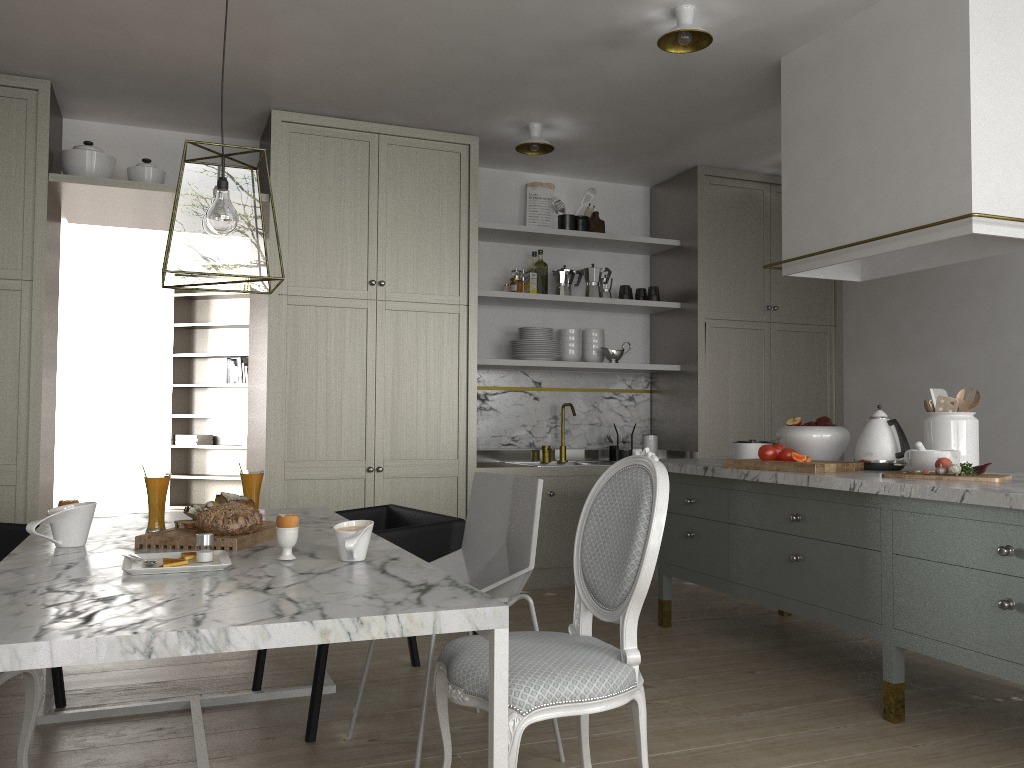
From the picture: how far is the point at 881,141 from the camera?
3.1m

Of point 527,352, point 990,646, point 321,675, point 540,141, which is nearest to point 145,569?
point 321,675

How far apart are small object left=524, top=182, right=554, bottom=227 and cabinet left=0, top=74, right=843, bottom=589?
0.64m

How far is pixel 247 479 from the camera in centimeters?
250cm

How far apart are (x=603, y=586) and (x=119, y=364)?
8.4 meters

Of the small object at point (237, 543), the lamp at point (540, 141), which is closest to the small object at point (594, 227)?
the lamp at point (540, 141)

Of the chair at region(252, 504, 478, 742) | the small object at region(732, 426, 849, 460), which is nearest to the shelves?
the small object at region(732, 426, 849, 460)

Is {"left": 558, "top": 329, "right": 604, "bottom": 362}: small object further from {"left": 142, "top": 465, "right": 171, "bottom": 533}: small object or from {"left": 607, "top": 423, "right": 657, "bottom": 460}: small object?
{"left": 142, "top": 465, "right": 171, "bottom": 533}: small object

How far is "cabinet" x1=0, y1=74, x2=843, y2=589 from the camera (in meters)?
3.86

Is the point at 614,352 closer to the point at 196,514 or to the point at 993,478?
the point at 993,478
